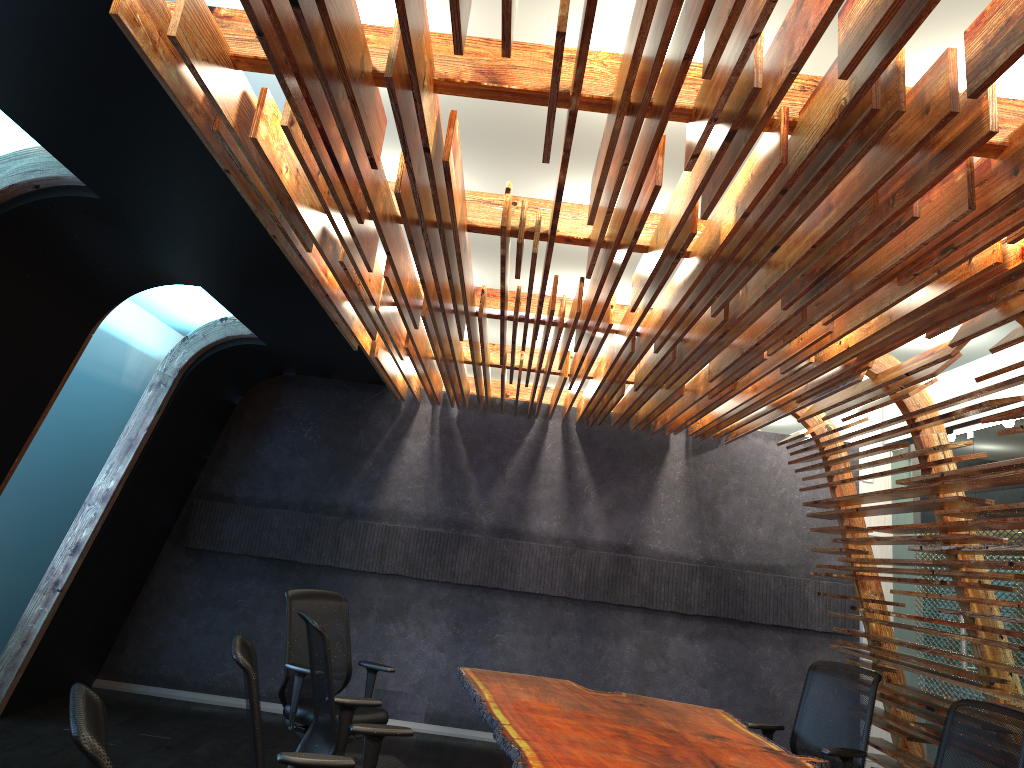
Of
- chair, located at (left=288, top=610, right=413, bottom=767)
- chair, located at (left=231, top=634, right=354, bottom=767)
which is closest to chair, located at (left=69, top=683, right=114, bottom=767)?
chair, located at (left=231, top=634, right=354, bottom=767)

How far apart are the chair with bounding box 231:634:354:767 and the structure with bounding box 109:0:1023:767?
1.7 meters

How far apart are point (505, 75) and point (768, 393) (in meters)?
Result: 4.12

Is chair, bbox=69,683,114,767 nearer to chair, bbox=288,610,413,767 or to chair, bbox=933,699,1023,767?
chair, bbox=288,610,413,767

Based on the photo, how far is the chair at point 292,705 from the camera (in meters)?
5.64

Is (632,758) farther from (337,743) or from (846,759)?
(846,759)

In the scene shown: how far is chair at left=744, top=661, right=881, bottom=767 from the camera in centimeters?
522cm

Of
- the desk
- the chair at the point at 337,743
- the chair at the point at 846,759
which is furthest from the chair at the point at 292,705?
the chair at the point at 846,759

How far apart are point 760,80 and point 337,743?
3.4 meters

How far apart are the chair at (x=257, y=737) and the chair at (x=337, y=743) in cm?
62
